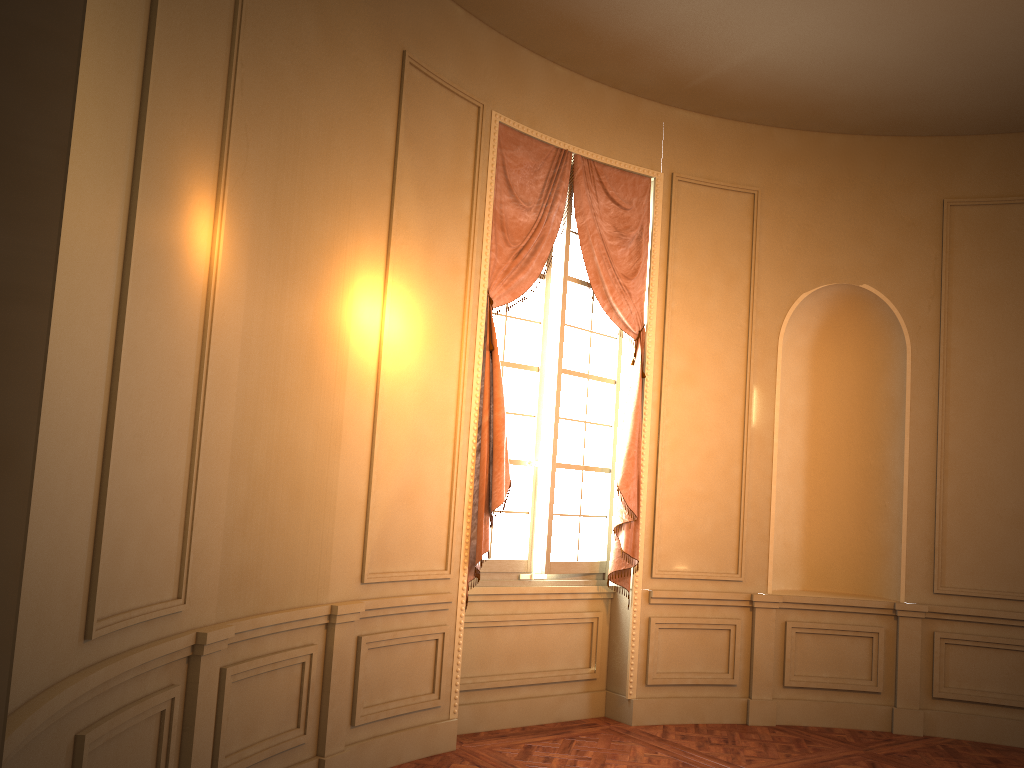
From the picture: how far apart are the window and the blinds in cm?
7

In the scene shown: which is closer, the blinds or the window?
the blinds

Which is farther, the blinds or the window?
the window

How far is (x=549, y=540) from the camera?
5.70m

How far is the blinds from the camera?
5.22m

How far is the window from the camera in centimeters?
570cm

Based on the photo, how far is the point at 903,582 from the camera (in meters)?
6.22

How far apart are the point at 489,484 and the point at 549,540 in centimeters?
71cm

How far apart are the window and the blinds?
0.07m

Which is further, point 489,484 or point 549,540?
point 549,540
